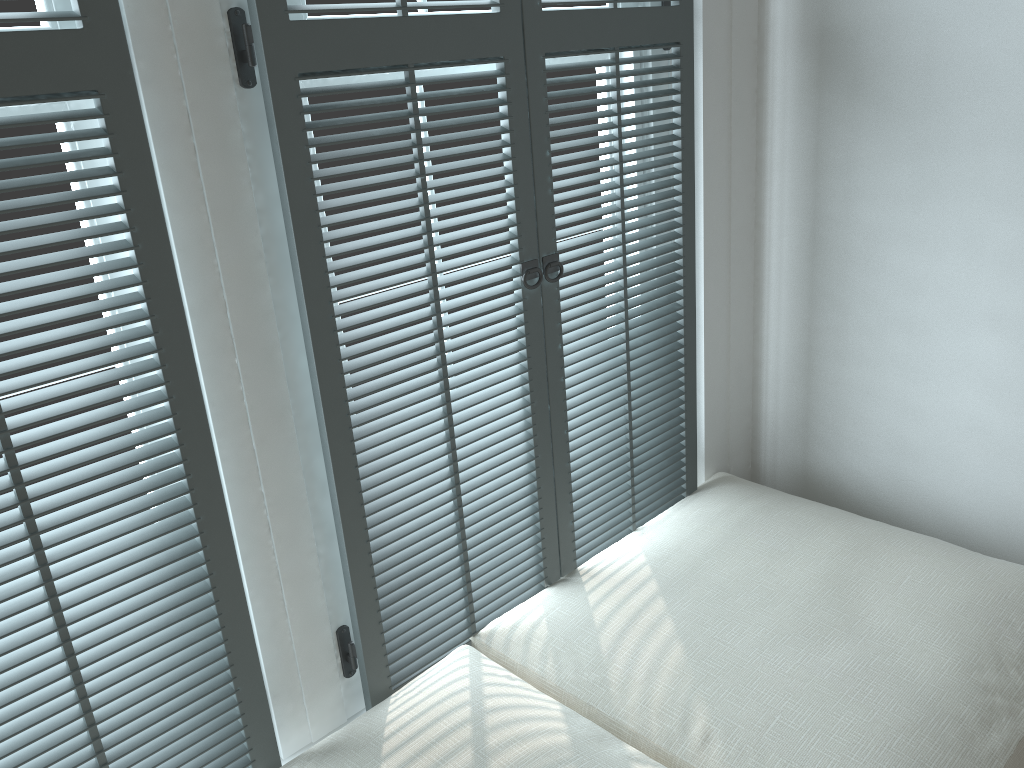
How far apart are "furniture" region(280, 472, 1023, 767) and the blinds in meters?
0.0

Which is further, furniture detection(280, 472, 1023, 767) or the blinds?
furniture detection(280, 472, 1023, 767)

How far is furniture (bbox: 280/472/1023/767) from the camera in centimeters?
119cm

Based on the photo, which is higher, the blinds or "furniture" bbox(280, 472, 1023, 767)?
the blinds

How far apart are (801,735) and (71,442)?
1.0 meters

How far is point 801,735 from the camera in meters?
1.2 m

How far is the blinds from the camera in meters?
1.0 m
